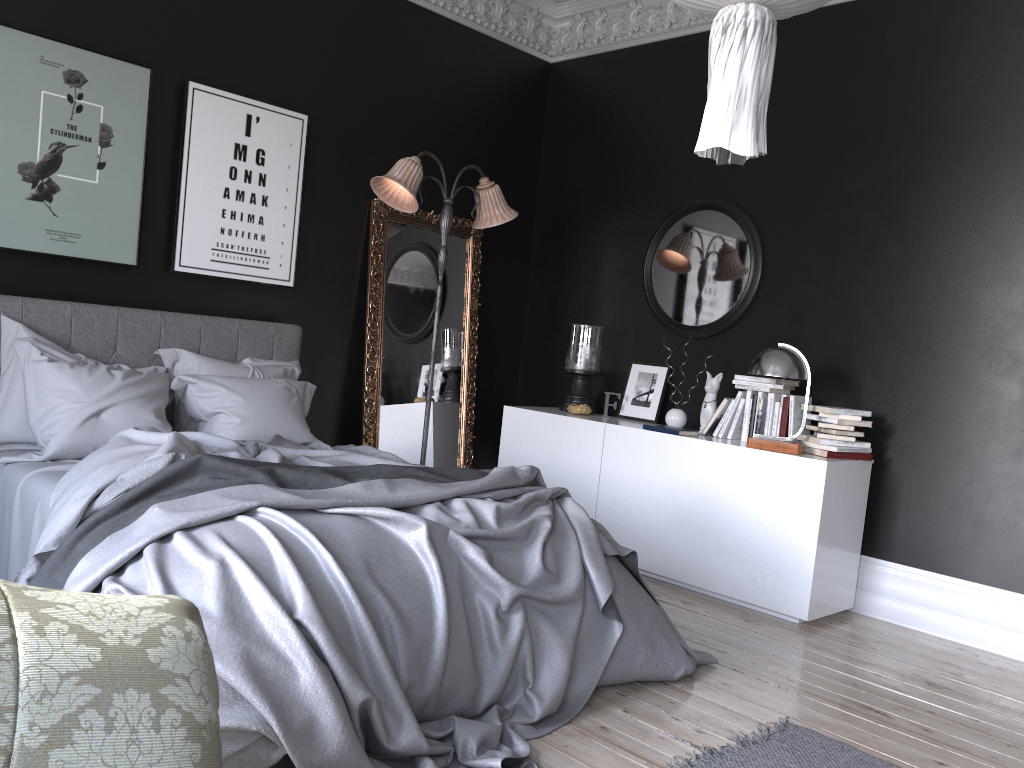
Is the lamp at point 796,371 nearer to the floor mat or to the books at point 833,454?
the books at point 833,454

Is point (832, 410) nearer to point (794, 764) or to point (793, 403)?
point (793, 403)

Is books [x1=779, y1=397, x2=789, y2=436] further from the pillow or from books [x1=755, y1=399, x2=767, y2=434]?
the pillow

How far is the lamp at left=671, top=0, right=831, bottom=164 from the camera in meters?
2.3 m

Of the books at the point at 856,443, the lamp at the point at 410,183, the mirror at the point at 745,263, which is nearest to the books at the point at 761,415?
the books at the point at 856,443

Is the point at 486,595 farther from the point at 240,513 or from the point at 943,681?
the point at 943,681

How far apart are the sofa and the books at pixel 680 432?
4.3m

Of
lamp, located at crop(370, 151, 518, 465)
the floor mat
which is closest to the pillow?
lamp, located at crop(370, 151, 518, 465)

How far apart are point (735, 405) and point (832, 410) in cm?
64

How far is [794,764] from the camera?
3.0m
